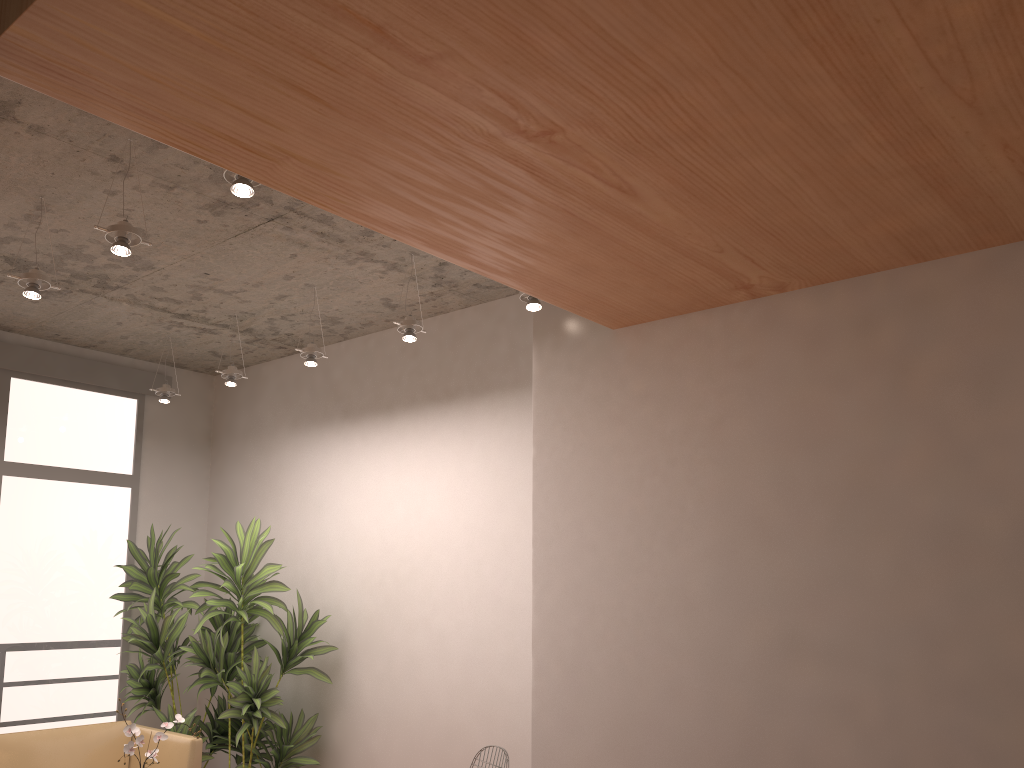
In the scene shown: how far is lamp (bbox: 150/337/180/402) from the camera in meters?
6.1

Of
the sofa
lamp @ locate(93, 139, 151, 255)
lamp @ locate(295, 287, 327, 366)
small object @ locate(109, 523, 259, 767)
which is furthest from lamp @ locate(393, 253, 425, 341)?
small object @ locate(109, 523, 259, 767)

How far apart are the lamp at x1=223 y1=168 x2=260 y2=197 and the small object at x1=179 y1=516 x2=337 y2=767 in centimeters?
296cm

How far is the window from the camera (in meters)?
5.97

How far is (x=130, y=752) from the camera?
3.7 meters

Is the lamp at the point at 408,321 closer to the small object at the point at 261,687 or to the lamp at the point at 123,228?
the lamp at the point at 123,228

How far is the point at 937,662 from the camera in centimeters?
288cm

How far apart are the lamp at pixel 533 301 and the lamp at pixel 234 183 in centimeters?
146cm

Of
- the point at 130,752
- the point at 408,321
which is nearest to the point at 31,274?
the point at 408,321

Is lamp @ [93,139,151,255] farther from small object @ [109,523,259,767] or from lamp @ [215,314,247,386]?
small object @ [109,523,259,767]
